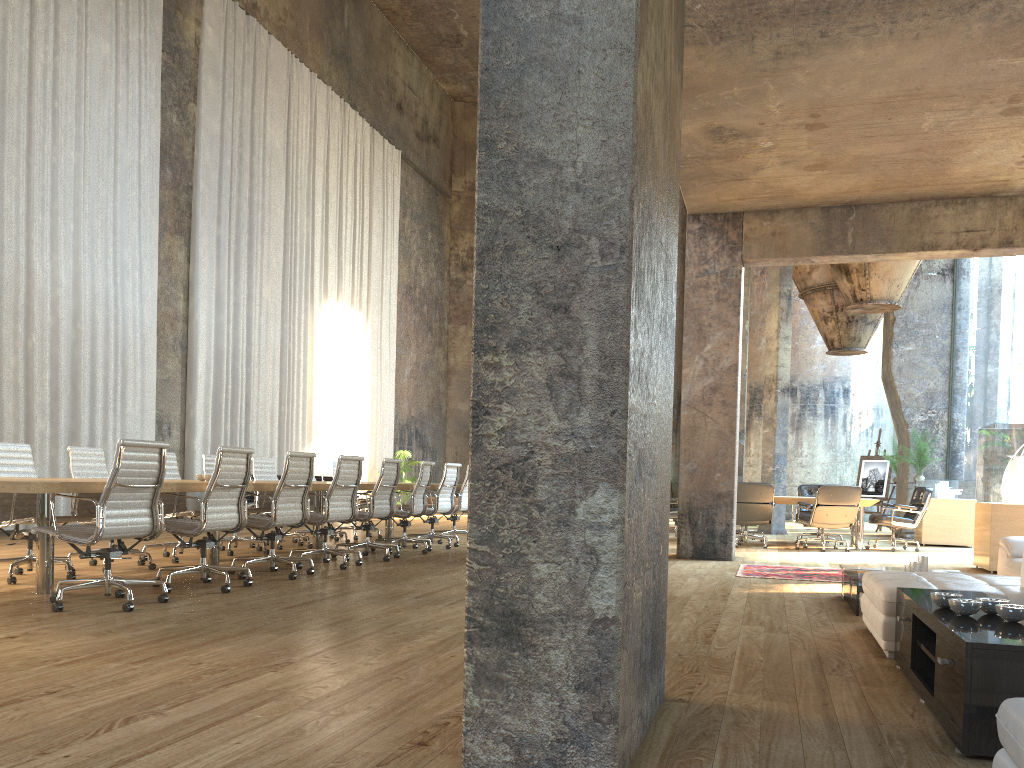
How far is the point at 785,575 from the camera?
8.07m

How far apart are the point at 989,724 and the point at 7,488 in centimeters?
474cm

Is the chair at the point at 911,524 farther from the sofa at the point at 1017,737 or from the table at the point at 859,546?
the sofa at the point at 1017,737

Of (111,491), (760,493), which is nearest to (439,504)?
(760,493)

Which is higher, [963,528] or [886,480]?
[886,480]

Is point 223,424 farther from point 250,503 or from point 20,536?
point 20,536

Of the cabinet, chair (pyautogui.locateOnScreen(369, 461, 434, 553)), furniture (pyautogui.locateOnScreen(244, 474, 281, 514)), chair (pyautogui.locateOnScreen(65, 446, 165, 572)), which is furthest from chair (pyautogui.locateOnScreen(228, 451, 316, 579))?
furniture (pyautogui.locateOnScreen(244, 474, 281, 514))

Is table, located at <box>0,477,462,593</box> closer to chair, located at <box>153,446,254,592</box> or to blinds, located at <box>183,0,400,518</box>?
chair, located at <box>153,446,254,592</box>

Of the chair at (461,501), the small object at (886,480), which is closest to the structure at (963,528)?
the small object at (886,480)

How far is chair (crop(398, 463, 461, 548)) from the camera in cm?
1035
